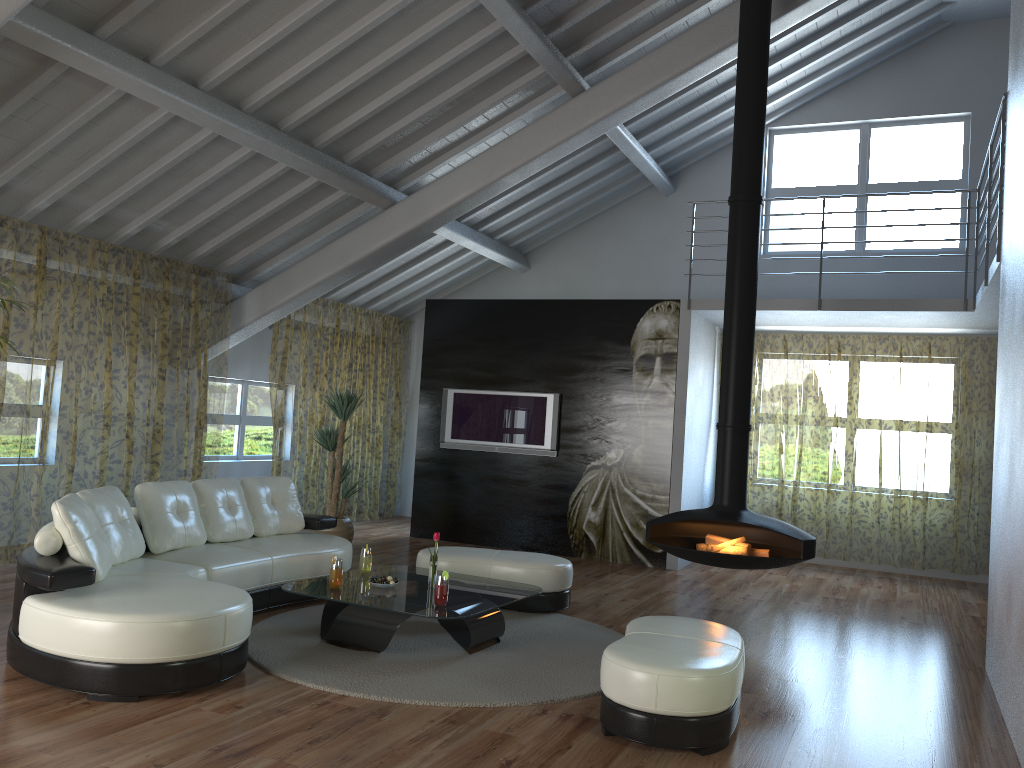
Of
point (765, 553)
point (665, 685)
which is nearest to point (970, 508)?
point (765, 553)

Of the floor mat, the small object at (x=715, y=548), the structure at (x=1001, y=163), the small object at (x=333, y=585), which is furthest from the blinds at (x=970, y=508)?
the small object at (x=333, y=585)

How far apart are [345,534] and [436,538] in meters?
3.5

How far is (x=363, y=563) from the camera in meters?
5.5 m

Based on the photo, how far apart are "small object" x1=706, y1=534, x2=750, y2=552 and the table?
1.6 meters

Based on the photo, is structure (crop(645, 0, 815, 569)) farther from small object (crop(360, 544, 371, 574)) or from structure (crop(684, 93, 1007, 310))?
small object (crop(360, 544, 371, 574))

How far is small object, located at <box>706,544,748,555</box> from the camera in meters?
6.2

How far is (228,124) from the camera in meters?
6.2

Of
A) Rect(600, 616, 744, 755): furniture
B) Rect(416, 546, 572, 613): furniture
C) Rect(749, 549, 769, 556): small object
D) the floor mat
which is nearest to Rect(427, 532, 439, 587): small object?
the floor mat

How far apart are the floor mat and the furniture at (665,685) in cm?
35
